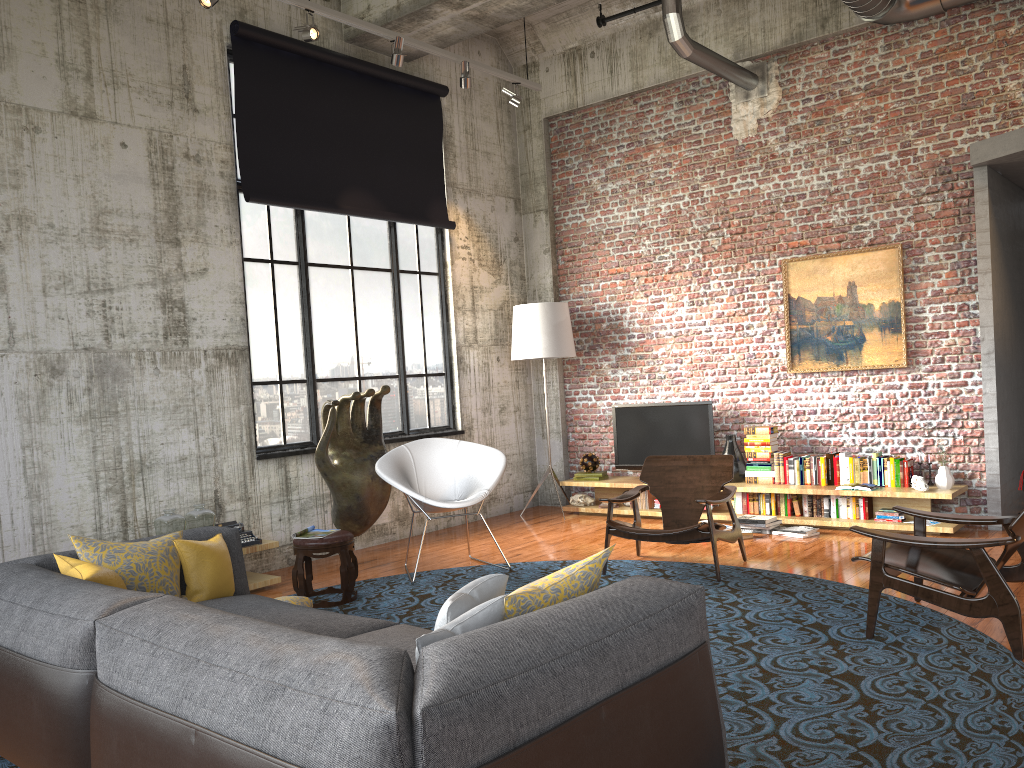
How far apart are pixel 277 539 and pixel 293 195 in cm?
295

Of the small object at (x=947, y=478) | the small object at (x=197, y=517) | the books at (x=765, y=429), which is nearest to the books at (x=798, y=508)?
the books at (x=765, y=429)

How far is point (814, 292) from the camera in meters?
8.2

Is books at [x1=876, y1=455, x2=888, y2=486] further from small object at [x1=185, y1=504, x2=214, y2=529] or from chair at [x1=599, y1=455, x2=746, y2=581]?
small object at [x1=185, y1=504, x2=214, y2=529]

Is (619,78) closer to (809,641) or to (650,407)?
(650,407)

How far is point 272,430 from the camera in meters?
7.6 m

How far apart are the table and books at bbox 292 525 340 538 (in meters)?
0.54

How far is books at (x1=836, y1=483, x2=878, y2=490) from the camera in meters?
7.4

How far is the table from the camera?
6.52m

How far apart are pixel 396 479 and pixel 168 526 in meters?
1.6 m
